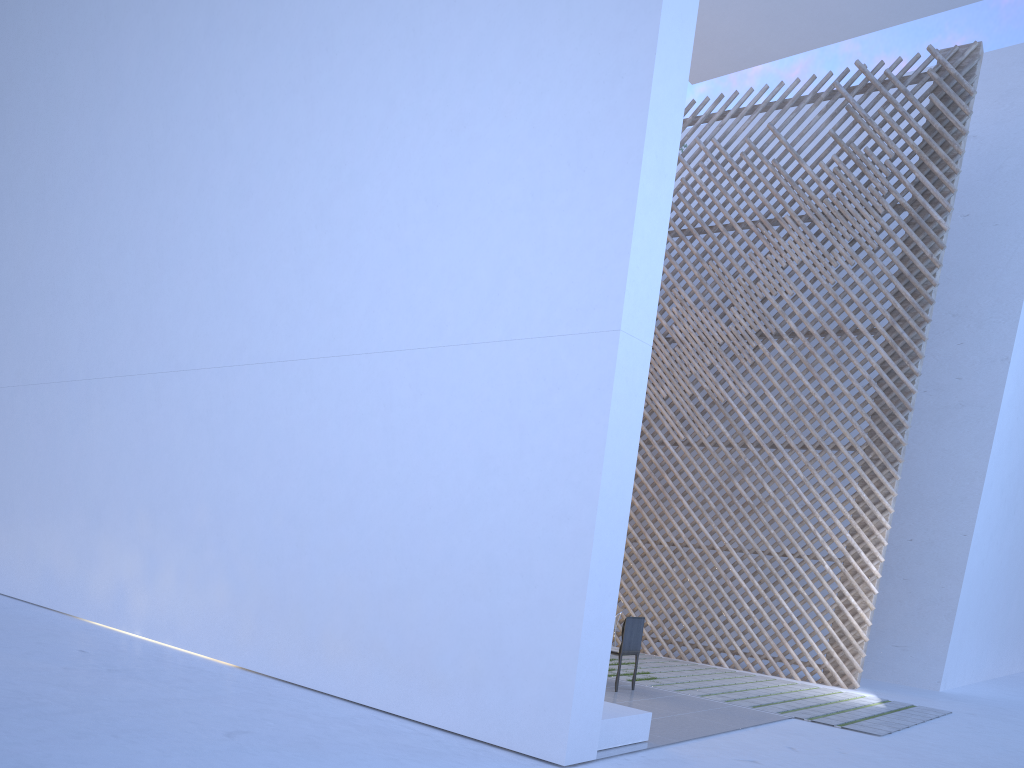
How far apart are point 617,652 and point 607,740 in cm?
148

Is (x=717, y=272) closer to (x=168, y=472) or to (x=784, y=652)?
(x=784, y=652)

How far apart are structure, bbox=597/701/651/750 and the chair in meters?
1.2

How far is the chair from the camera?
4.3 meters

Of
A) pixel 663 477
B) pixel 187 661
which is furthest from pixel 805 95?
pixel 187 661

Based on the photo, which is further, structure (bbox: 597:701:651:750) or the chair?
the chair

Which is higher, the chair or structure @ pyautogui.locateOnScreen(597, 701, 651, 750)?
the chair

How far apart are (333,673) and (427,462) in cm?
92

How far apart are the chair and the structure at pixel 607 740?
1.17m

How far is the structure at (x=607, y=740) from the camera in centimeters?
285cm
